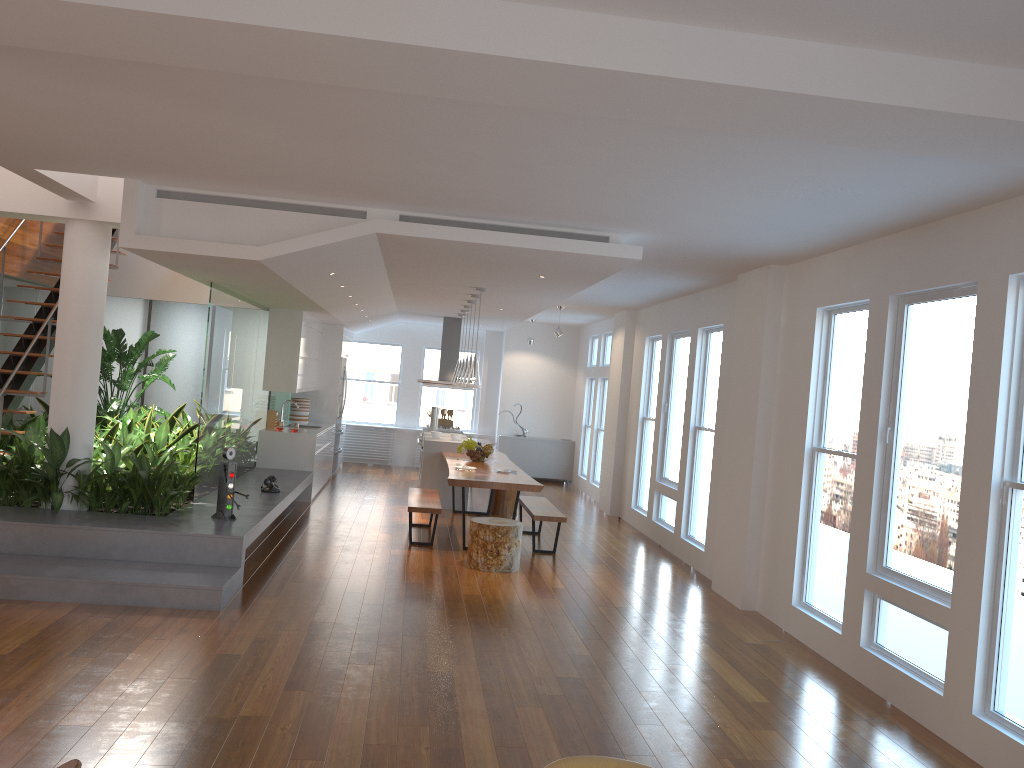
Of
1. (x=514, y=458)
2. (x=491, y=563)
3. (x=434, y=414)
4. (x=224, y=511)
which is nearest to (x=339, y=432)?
(x=434, y=414)

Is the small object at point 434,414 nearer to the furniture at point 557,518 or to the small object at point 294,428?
the small object at point 294,428

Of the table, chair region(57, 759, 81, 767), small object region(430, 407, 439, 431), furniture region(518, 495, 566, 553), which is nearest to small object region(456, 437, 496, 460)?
the table

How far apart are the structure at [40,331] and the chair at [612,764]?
6.5m

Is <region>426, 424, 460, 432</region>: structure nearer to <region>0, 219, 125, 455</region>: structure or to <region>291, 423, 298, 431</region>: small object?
<region>291, 423, 298, 431</region>: small object

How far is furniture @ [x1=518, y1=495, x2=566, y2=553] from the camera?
8.4m

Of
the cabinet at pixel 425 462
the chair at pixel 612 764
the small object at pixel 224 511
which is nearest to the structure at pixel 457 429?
the cabinet at pixel 425 462

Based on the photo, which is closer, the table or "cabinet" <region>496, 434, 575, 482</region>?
the table

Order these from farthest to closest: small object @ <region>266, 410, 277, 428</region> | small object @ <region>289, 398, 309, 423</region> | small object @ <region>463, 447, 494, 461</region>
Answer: small object @ <region>289, 398, 309, 423</region>
small object @ <region>266, 410, 277, 428</region>
small object @ <region>463, 447, 494, 461</region>

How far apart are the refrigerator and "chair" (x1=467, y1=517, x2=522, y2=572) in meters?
6.0 m
